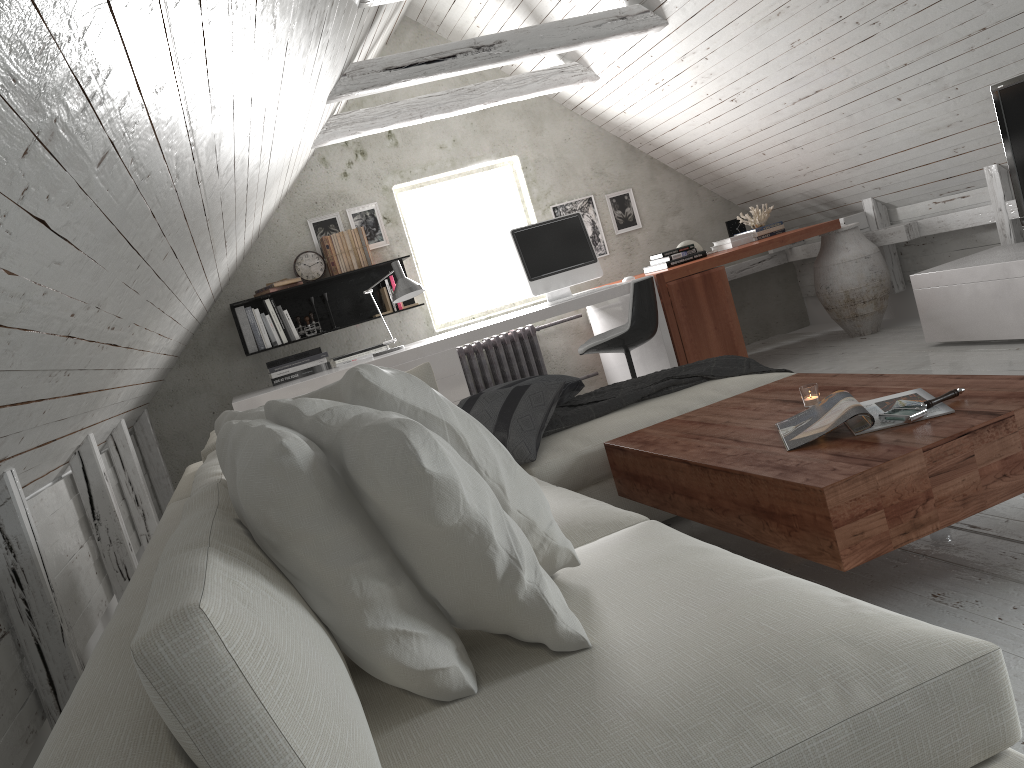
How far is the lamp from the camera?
4.8m

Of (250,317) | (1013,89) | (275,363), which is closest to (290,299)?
(250,317)

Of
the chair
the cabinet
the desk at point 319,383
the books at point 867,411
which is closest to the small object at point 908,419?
the books at point 867,411

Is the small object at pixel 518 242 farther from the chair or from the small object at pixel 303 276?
the small object at pixel 303 276

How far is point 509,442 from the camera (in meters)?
2.82

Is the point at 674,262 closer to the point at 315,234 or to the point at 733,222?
the point at 733,222

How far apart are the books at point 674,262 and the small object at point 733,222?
0.7 meters

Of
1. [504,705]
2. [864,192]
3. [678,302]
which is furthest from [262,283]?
[504,705]

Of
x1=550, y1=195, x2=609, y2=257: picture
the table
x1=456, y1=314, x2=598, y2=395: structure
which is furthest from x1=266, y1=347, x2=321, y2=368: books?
the table

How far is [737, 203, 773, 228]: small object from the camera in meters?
5.9 m
